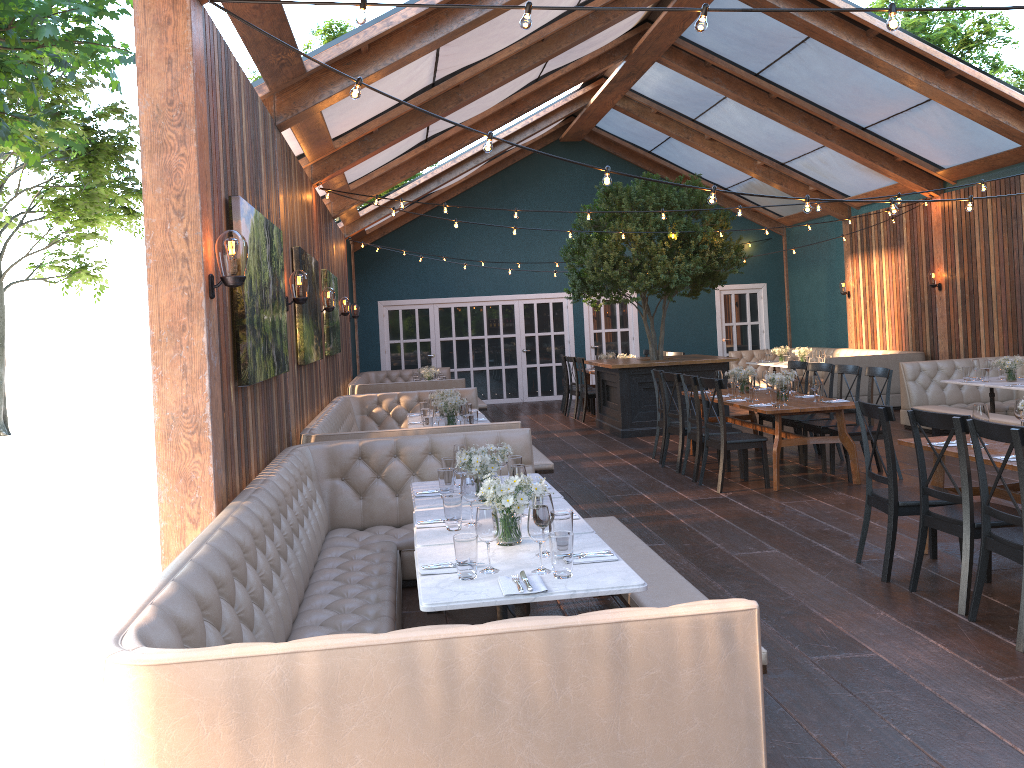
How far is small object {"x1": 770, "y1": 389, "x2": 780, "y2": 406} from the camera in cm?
803

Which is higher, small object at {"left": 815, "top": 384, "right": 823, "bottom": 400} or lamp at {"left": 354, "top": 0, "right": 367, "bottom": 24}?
lamp at {"left": 354, "top": 0, "right": 367, "bottom": 24}

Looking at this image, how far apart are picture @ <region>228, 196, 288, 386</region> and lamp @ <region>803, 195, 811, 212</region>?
3.4 meters

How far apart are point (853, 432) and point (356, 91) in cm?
577

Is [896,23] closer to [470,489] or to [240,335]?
[470,489]

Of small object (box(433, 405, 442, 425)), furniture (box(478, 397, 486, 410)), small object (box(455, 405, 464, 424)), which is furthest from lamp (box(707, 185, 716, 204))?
furniture (box(478, 397, 486, 410))

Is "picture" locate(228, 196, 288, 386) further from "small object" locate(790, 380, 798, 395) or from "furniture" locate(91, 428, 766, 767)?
"small object" locate(790, 380, 798, 395)

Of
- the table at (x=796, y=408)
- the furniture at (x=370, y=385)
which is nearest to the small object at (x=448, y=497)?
the table at (x=796, y=408)

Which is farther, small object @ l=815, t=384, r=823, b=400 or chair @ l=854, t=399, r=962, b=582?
small object @ l=815, t=384, r=823, b=400

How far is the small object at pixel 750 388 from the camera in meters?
8.6
